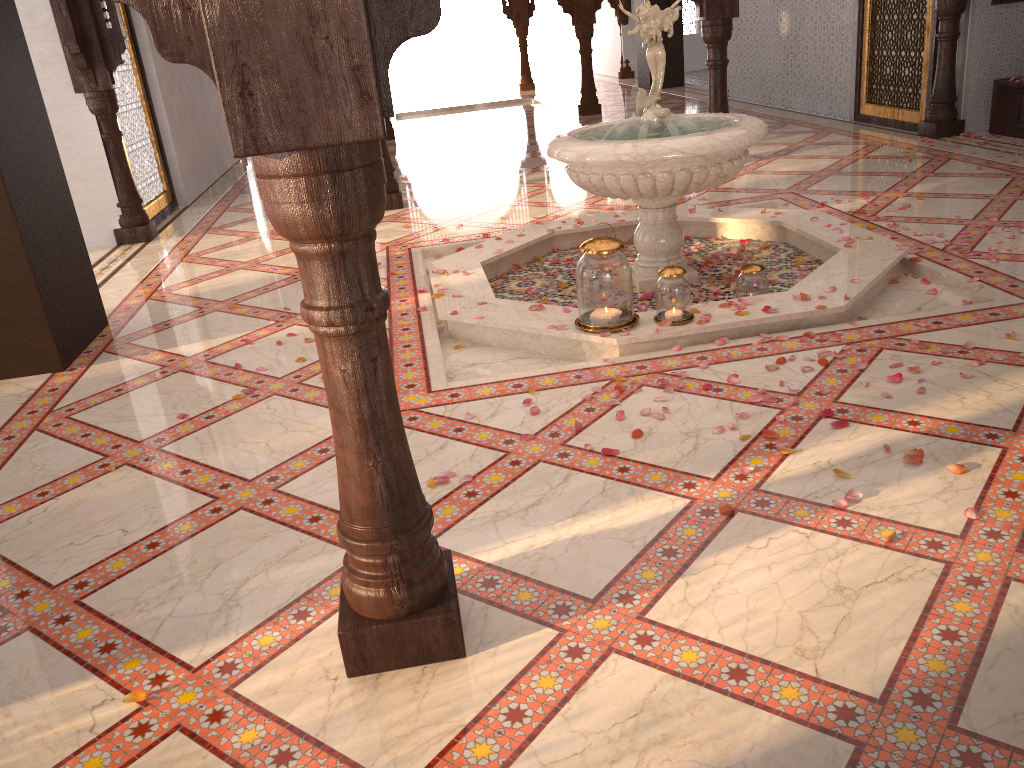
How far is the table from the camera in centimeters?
695cm

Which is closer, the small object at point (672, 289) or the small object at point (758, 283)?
the small object at point (672, 289)

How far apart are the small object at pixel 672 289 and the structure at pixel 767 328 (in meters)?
0.02

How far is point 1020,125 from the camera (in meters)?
6.95

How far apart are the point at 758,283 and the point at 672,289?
0.6 meters

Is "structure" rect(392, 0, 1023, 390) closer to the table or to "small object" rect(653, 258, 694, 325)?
"small object" rect(653, 258, 694, 325)

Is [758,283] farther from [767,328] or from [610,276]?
[610,276]

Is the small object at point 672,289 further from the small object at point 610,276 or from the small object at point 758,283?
the small object at point 758,283

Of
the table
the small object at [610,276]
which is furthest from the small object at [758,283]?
the table

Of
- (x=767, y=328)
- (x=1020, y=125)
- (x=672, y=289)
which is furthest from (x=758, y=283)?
(x=1020, y=125)
